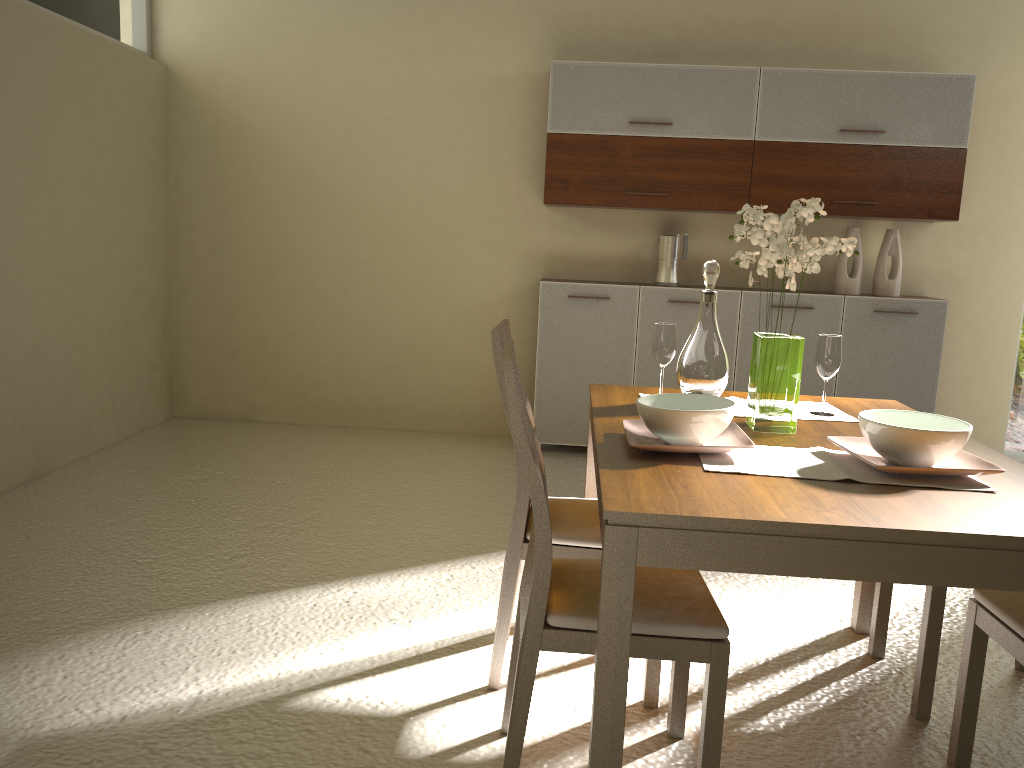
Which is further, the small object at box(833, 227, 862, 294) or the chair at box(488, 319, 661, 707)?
the small object at box(833, 227, 862, 294)

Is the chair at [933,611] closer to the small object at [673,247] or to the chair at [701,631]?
the chair at [701,631]

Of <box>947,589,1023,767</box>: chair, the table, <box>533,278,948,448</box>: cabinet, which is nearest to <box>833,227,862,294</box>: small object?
<box>533,278,948,448</box>: cabinet

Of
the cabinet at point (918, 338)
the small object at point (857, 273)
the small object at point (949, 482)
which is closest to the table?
the small object at point (949, 482)

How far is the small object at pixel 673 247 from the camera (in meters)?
5.17

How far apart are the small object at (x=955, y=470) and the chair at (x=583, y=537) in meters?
0.7

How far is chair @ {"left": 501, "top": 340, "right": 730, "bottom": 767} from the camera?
1.86m

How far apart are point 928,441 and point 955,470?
0.08m

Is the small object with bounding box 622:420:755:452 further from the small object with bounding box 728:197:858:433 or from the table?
the small object with bounding box 728:197:858:433

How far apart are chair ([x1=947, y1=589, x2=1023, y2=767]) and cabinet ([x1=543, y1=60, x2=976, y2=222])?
3.2m
